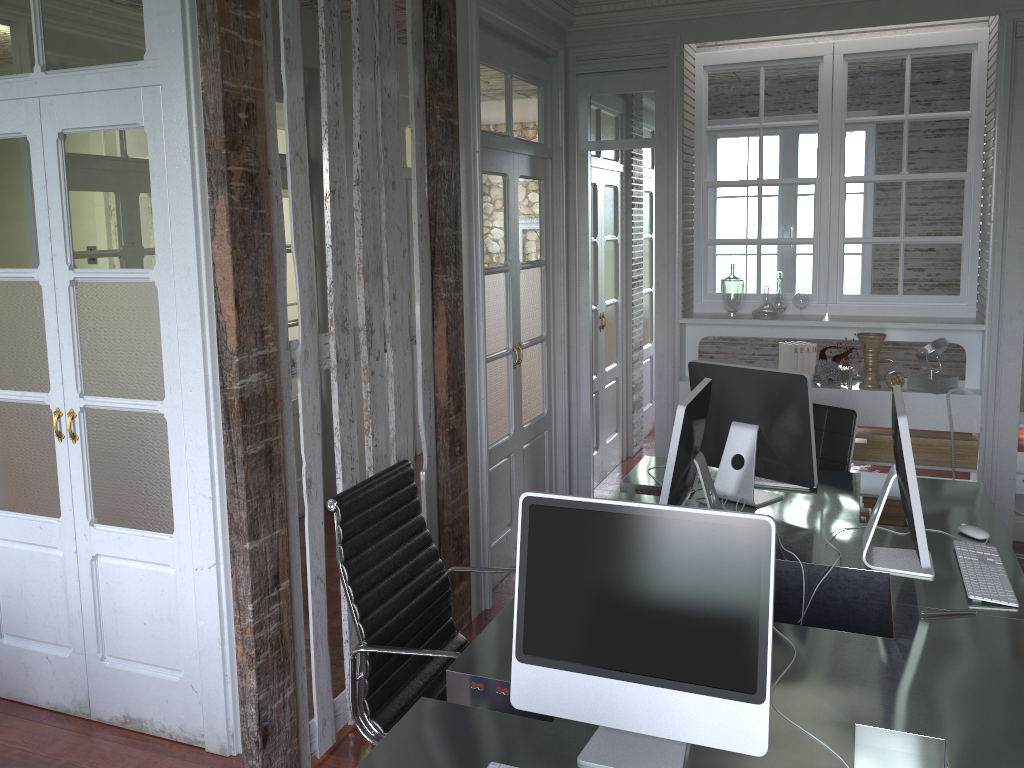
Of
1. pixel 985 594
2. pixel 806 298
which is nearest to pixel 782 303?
pixel 806 298

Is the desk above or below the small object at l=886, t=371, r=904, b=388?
below

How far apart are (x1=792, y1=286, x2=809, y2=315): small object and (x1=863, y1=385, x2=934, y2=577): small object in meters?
2.2

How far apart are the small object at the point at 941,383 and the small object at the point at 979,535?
1.8m

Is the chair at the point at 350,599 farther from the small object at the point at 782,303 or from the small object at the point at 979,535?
the small object at the point at 782,303

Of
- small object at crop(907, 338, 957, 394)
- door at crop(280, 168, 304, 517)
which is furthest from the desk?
door at crop(280, 168, 304, 517)

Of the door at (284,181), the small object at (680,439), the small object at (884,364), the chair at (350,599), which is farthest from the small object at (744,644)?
the door at (284,181)

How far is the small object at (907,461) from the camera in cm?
234

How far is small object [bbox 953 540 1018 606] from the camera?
2.4m

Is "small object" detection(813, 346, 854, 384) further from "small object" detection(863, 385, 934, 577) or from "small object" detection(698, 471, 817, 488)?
"small object" detection(863, 385, 934, 577)
